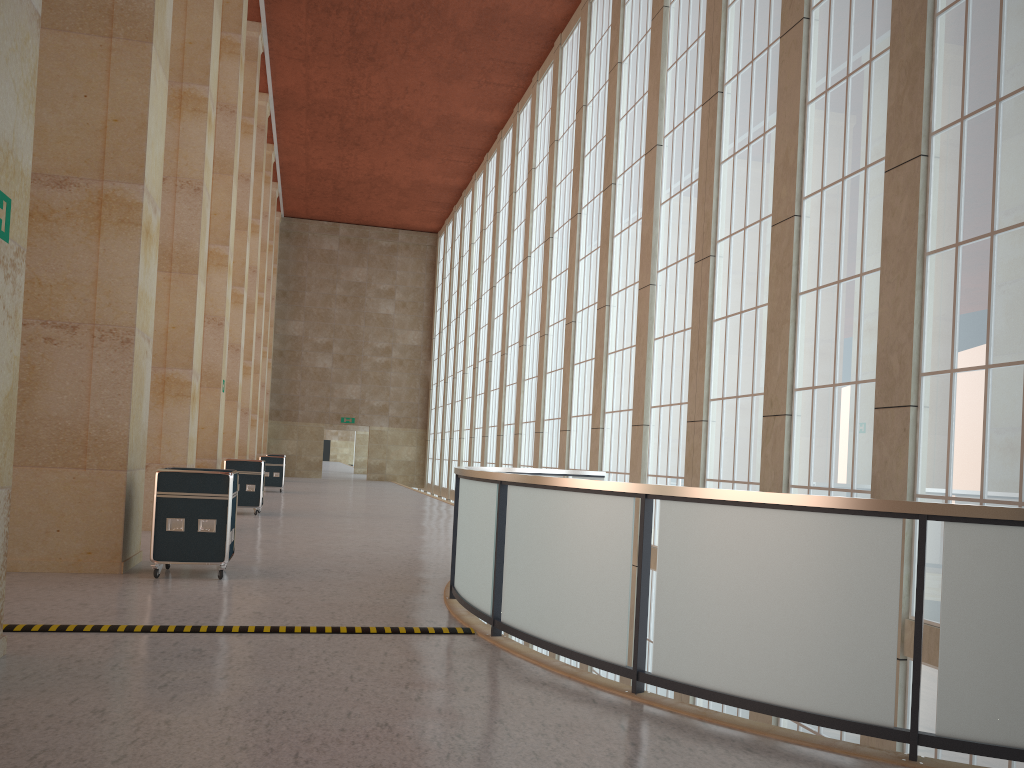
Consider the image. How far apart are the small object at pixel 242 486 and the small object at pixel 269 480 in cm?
1335

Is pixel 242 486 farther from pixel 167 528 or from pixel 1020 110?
pixel 1020 110

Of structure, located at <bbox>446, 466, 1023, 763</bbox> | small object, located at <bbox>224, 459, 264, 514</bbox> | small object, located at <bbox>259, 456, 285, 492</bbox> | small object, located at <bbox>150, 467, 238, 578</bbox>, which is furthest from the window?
small object, located at <bbox>259, 456, 285, 492</bbox>

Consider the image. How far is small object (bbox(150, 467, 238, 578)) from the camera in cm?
1229

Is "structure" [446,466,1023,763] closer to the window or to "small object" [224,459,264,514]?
the window

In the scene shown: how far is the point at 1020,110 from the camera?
10.96m

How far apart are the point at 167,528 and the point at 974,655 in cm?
1017

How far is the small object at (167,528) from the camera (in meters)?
12.29

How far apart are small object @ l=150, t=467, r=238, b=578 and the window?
9.2 meters

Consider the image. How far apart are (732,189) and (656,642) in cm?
1327
